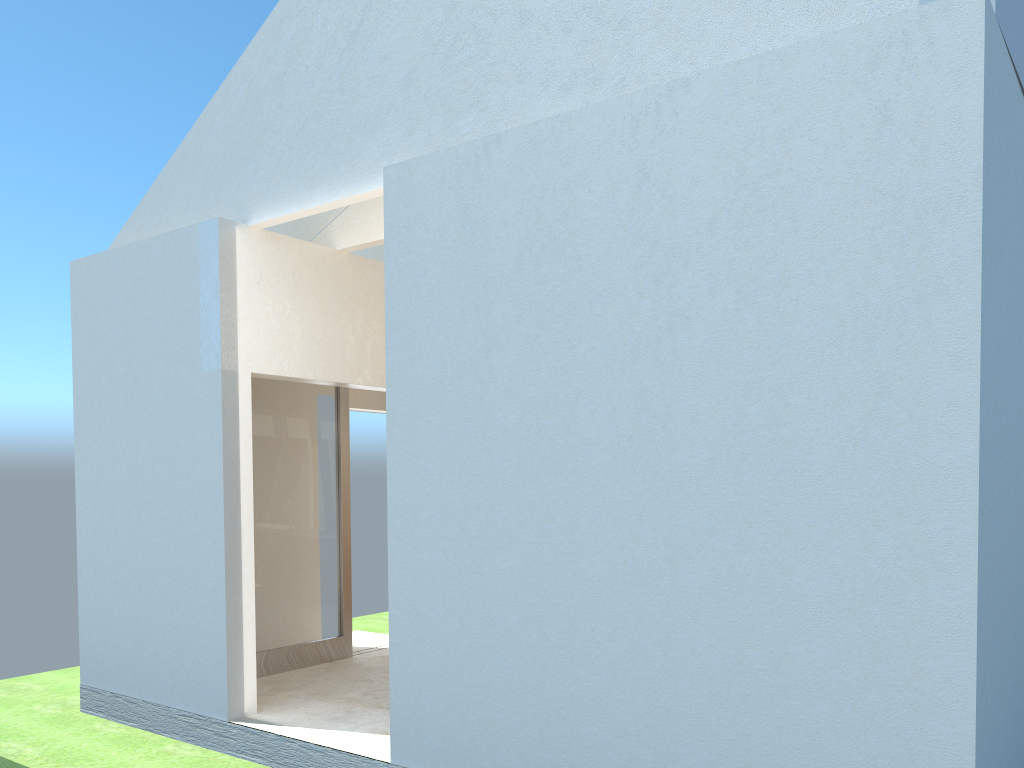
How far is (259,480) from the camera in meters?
17.5 m

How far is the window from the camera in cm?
1747

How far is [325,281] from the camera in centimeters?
1632cm

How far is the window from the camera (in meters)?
17.47
